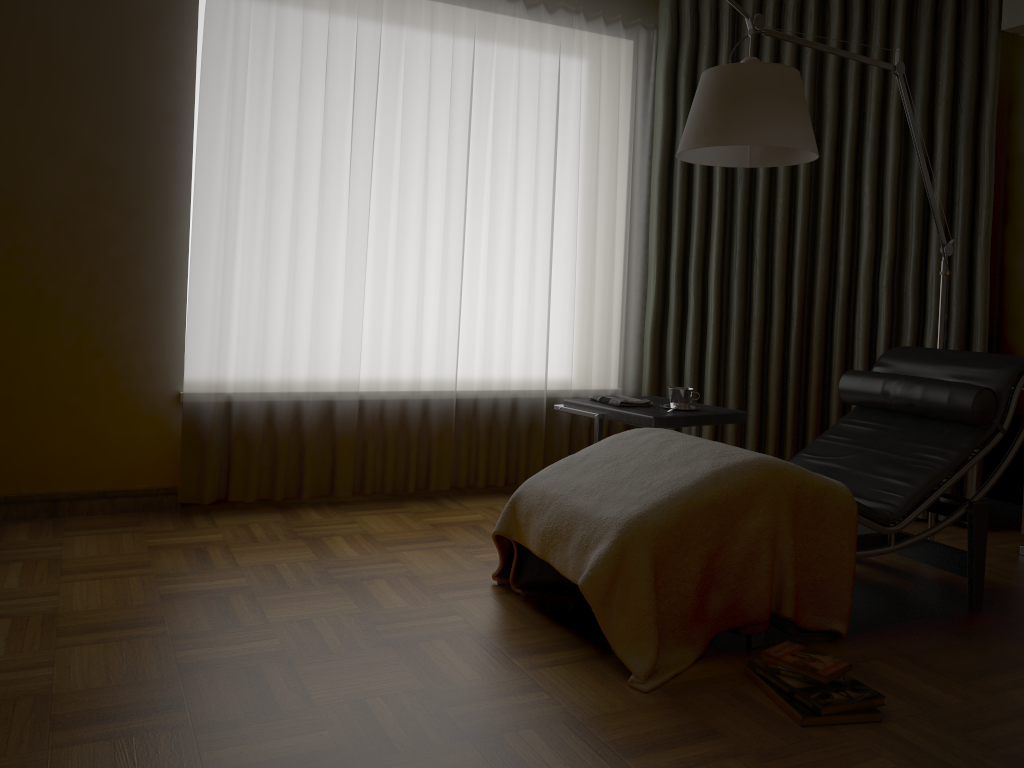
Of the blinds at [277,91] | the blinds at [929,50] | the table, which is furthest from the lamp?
Answer: the blinds at [277,91]

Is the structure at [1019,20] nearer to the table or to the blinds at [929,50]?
the blinds at [929,50]

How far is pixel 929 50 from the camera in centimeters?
386cm

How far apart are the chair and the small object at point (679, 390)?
0.4 meters

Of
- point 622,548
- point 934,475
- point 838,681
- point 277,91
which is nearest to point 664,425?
point 934,475

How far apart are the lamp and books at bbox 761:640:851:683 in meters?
1.4

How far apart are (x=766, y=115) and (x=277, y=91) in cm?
196

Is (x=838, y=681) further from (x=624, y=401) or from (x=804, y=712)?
(x=624, y=401)

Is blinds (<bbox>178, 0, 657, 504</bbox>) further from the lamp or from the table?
the lamp

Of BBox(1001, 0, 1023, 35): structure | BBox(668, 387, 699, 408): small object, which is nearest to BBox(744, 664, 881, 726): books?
BBox(668, 387, 699, 408): small object
